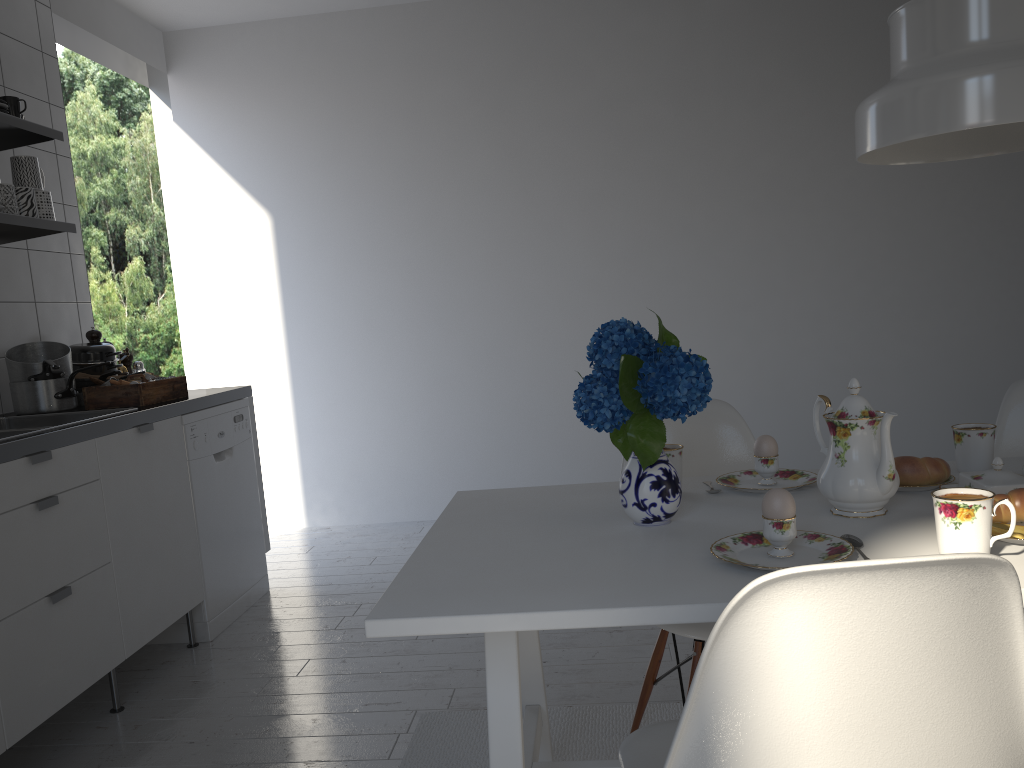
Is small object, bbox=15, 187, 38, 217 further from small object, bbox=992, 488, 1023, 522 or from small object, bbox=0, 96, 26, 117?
small object, bbox=992, 488, 1023, 522

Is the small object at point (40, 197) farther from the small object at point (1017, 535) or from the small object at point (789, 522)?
the small object at point (1017, 535)

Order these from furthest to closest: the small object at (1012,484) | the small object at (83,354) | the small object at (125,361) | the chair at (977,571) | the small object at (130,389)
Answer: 1. the small object at (125,361)
2. the small object at (83,354)
3. the small object at (130,389)
4. the small object at (1012,484)
5. the chair at (977,571)

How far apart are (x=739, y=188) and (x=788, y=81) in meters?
0.5

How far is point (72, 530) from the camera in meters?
2.3 m

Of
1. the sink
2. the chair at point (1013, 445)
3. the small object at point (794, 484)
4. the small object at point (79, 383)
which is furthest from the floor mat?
the small object at point (79, 383)

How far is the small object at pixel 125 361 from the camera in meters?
3.5

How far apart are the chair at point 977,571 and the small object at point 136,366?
2.82m

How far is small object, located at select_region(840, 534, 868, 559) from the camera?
1.3m

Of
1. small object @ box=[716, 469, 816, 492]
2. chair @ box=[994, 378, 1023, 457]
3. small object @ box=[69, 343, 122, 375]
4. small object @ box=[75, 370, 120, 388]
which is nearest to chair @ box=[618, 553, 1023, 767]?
small object @ box=[716, 469, 816, 492]
